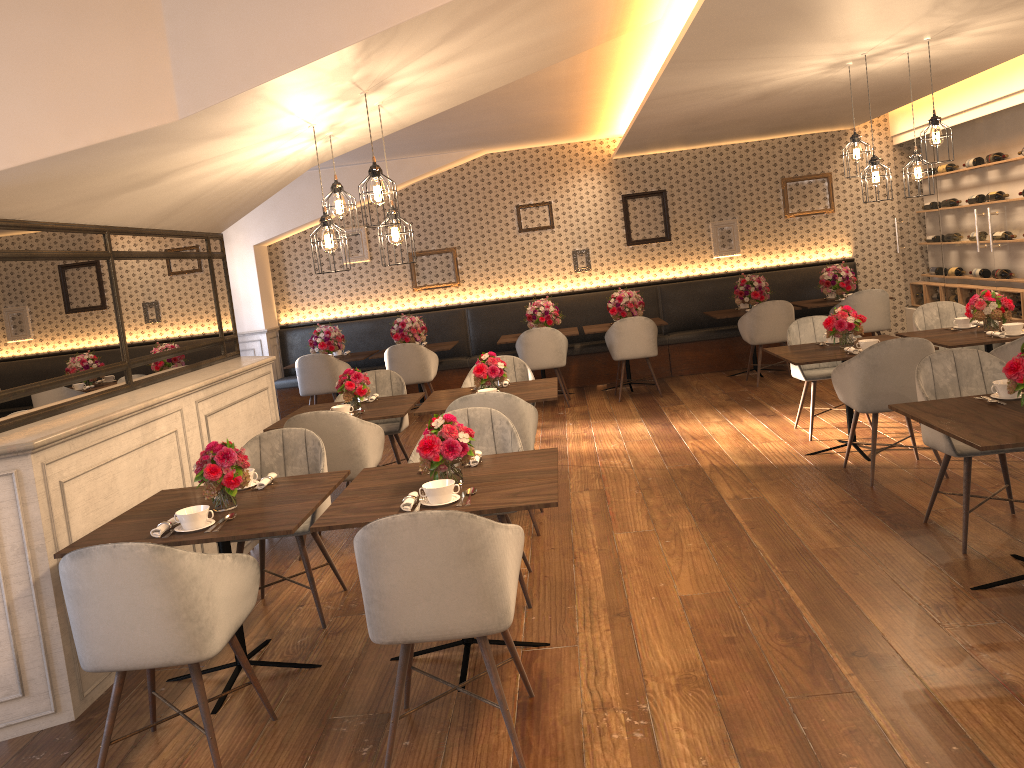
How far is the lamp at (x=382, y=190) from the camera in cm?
420

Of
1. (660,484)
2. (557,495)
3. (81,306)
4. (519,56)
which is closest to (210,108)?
(81,306)

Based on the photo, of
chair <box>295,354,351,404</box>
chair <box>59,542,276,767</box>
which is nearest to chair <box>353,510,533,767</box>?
chair <box>59,542,276,767</box>

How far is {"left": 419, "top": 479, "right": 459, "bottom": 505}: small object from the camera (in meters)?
3.27

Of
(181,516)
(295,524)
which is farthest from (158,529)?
(295,524)

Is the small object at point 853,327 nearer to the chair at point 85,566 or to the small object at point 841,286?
the small object at point 841,286

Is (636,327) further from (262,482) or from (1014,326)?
(262,482)

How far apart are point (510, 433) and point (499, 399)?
0.6 meters

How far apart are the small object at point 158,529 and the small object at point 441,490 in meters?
1.0 m

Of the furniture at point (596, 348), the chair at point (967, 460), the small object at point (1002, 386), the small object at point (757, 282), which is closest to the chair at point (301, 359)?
the furniture at point (596, 348)
